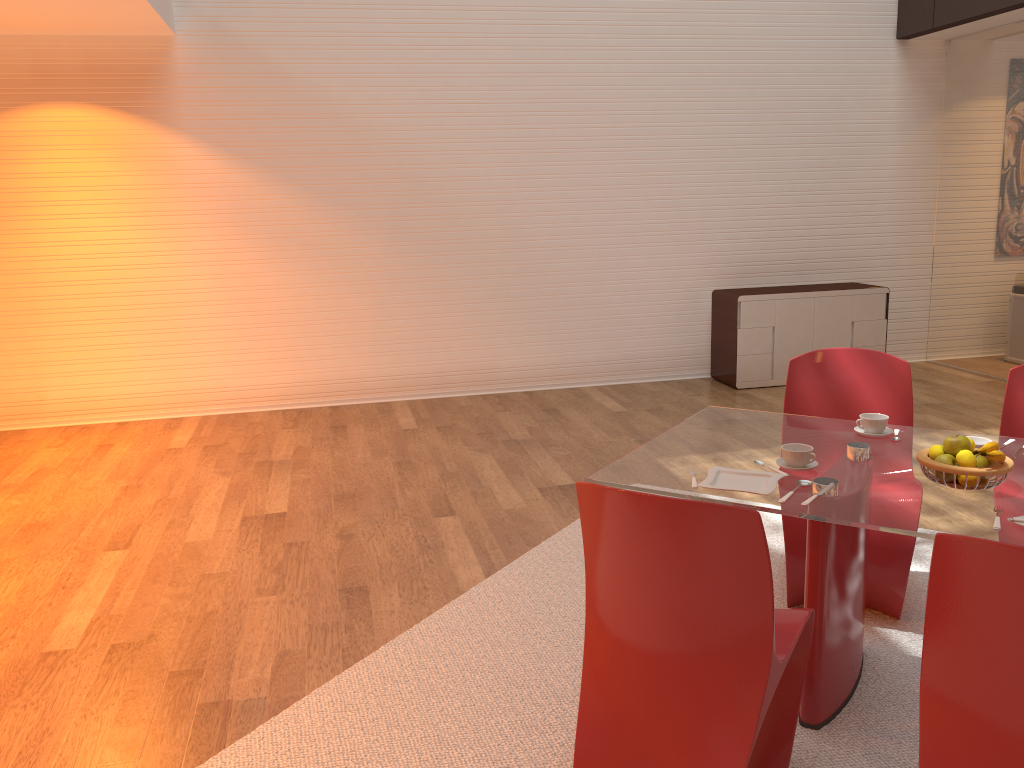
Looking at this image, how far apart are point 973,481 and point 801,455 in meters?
0.4 m

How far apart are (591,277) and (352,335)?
1.9m

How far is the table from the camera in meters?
2.2

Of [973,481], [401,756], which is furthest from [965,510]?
[401,756]

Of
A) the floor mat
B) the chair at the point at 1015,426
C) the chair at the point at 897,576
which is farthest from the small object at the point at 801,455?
the chair at the point at 1015,426

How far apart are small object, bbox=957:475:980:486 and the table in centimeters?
3cm

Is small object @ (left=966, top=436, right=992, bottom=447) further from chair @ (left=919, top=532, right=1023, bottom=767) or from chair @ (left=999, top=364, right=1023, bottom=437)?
chair @ (left=919, top=532, right=1023, bottom=767)

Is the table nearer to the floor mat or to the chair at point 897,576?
the floor mat

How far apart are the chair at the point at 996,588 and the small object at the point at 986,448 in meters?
0.7 m

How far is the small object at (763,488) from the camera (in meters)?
2.40
